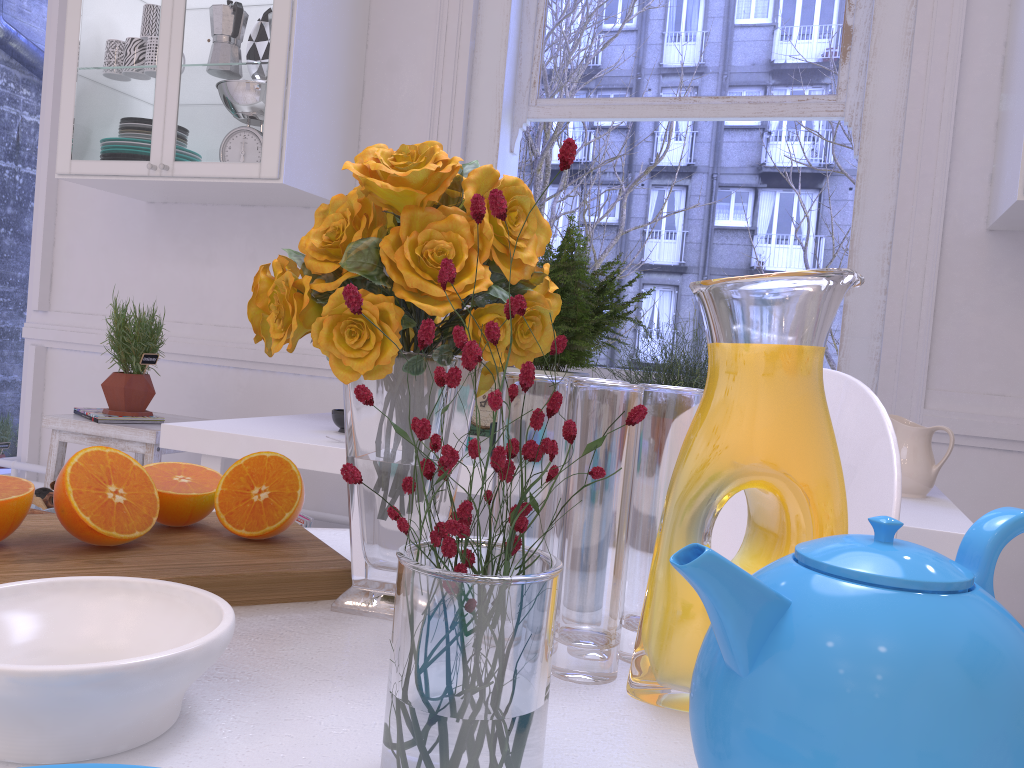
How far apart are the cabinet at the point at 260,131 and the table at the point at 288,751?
1.75m

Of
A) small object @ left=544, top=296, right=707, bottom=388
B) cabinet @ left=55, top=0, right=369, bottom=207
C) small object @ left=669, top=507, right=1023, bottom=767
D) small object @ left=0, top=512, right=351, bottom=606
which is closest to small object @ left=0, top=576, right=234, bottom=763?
small object @ left=0, top=512, right=351, bottom=606

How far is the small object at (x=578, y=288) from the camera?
1.91m

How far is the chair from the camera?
0.96m

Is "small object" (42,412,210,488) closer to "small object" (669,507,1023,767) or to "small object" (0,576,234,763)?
Result: "small object" (0,576,234,763)

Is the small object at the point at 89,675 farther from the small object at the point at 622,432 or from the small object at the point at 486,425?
the small object at the point at 486,425

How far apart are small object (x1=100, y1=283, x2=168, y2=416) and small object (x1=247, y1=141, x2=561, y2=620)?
1.93m

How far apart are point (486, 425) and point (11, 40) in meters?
3.3 m

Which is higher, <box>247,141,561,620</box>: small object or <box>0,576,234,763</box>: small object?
<box>247,141,561,620</box>: small object

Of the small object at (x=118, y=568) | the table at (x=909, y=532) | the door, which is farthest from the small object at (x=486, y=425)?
the door
